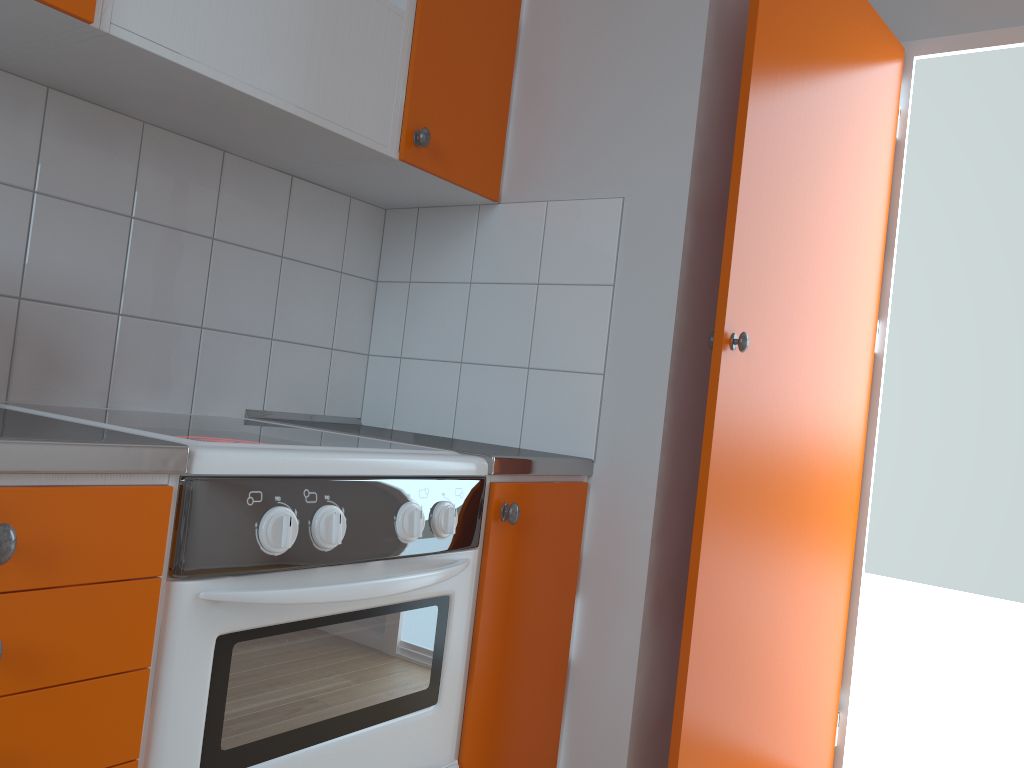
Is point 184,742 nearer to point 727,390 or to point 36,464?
point 36,464

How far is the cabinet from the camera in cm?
91

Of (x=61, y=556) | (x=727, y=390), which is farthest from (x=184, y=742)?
(x=727, y=390)

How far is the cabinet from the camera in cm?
91

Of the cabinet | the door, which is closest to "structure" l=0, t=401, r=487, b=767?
the cabinet

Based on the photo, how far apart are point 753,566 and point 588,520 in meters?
0.4

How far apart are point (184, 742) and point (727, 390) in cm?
113

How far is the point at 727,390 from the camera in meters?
1.7 m

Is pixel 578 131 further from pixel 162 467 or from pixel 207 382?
pixel 162 467

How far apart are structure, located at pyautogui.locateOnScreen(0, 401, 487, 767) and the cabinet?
0.0m
